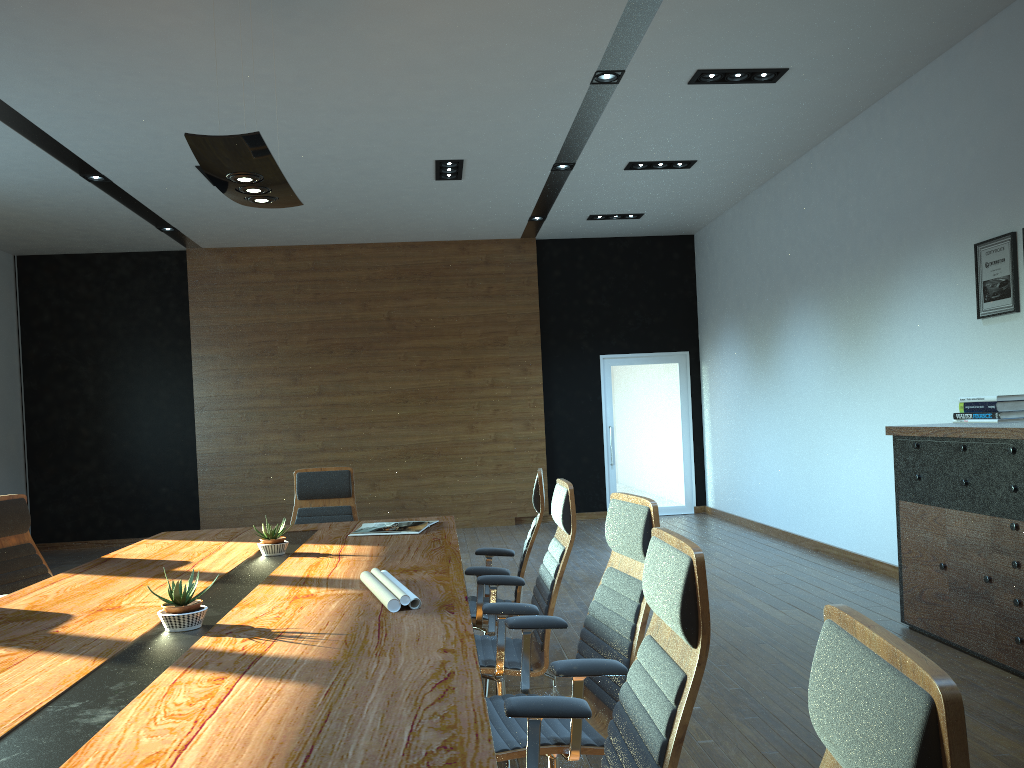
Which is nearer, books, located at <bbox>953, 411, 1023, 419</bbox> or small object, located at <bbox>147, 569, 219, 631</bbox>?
small object, located at <bbox>147, 569, 219, 631</bbox>

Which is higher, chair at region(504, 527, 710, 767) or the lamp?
the lamp

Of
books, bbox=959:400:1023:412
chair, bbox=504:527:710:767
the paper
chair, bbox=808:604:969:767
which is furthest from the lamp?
books, bbox=959:400:1023:412

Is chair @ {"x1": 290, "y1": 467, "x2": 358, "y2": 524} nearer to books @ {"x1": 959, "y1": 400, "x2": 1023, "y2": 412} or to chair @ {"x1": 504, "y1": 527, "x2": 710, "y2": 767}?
chair @ {"x1": 504, "y1": 527, "x2": 710, "y2": 767}

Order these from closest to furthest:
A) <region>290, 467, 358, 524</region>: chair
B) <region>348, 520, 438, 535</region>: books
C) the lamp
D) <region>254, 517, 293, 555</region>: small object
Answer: the lamp < <region>254, 517, 293, 555</region>: small object < <region>348, 520, 438, 535</region>: books < <region>290, 467, 358, 524</region>: chair

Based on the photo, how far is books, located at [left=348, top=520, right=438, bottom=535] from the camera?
4.8m

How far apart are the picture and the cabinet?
1.0 meters

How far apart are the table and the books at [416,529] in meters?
0.0 m

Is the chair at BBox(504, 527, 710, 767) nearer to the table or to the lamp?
the table

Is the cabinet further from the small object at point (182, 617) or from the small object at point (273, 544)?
the small object at point (182, 617)
